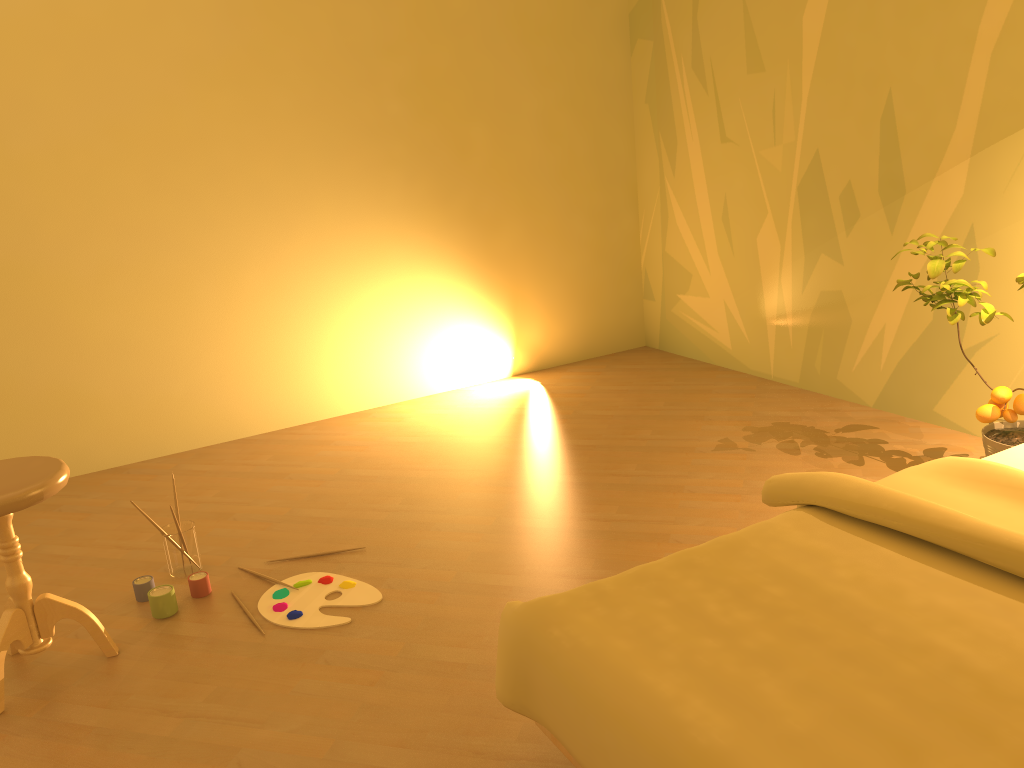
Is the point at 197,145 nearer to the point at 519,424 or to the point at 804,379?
the point at 519,424

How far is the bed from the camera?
1.2m

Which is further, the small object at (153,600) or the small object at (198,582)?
the small object at (198,582)

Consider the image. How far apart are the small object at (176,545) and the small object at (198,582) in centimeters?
12cm

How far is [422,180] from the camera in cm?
432

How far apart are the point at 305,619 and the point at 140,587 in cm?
57

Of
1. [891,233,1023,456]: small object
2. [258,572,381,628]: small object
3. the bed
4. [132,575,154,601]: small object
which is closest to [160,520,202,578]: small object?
[132,575,154,601]: small object

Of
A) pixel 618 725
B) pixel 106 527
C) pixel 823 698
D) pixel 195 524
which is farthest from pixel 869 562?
pixel 106 527

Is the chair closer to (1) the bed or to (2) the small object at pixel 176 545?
(2) the small object at pixel 176 545

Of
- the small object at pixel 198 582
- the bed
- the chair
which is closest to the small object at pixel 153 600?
the small object at pixel 198 582
